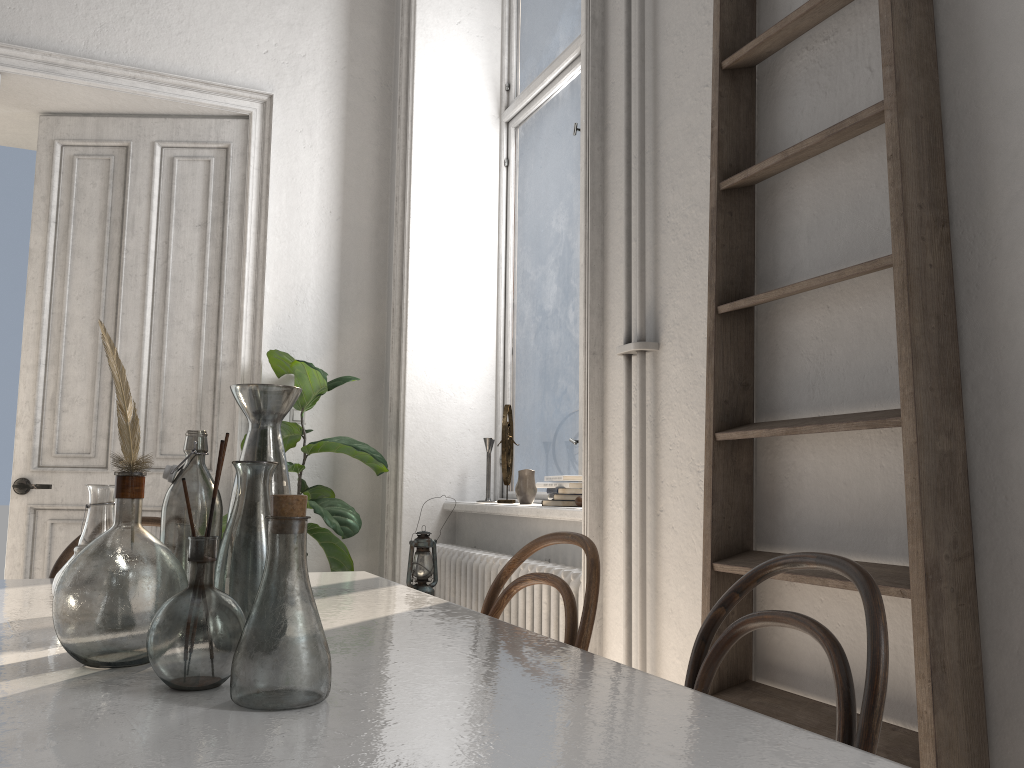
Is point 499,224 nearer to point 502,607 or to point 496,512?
point 496,512

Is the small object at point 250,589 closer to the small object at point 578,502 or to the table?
the table

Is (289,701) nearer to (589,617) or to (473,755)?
(473,755)

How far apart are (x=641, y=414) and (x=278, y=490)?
1.02m

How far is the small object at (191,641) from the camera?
0.93m

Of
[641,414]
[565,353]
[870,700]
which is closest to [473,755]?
[870,700]

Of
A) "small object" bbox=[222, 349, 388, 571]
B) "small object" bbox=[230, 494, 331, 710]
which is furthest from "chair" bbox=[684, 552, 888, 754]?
"small object" bbox=[222, 349, 388, 571]

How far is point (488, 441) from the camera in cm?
396

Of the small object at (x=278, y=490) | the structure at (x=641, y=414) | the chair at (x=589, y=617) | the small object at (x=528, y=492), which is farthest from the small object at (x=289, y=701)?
the small object at (x=528, y=492)

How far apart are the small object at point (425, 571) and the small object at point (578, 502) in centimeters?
54cm
